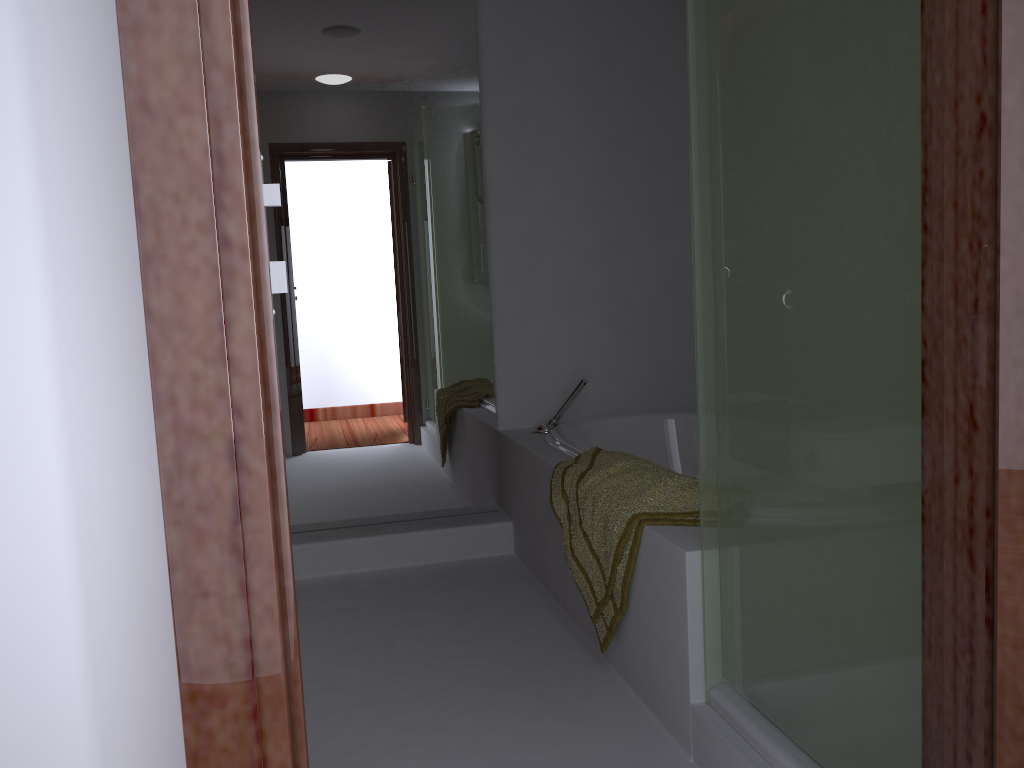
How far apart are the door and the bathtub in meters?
2.0 m

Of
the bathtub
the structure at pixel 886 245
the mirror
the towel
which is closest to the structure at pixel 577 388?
the bathtub

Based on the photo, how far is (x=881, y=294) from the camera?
1.2 meters

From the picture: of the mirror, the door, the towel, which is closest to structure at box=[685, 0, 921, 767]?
the towel

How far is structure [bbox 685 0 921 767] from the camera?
1.22m

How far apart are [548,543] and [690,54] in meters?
1.7

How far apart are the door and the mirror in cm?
268

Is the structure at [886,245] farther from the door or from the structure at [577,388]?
the structure at [577,388]

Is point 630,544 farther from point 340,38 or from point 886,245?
point 340,38

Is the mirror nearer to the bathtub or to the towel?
the bathtub
